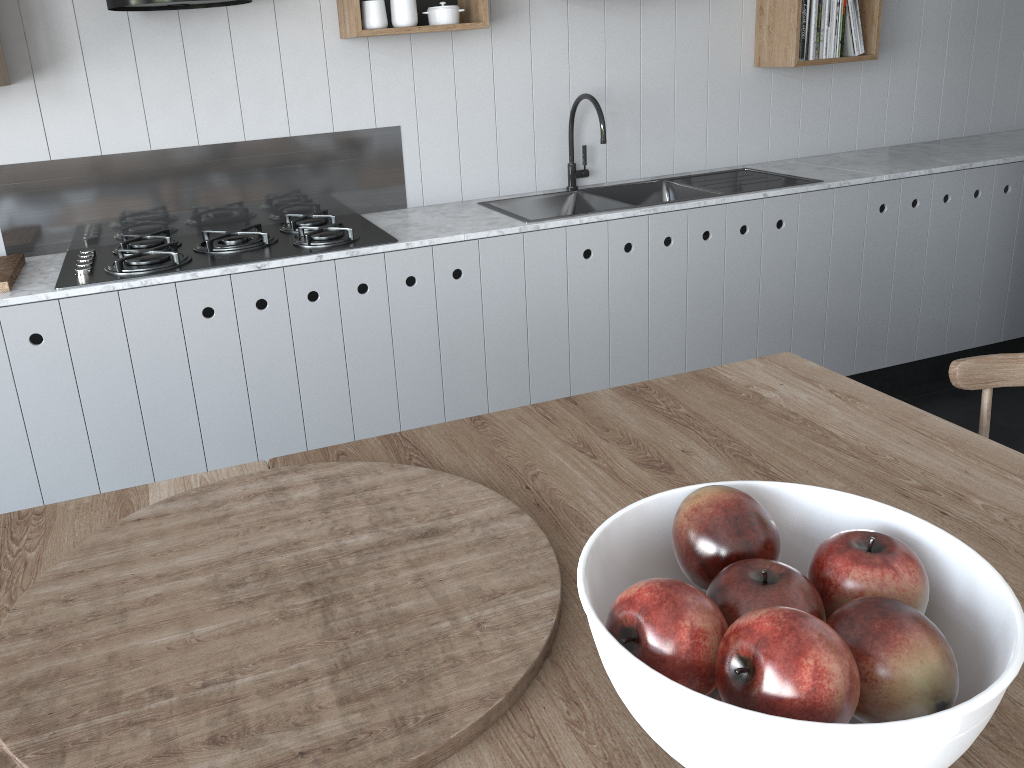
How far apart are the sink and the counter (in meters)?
0.04

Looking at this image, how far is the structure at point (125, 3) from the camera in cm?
238

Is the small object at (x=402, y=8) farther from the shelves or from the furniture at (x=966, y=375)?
the furniture at (x=966, y=375)

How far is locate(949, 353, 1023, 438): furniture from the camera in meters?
1.4

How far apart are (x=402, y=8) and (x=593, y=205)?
0.94m

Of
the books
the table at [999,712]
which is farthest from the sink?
the table at [999,712]

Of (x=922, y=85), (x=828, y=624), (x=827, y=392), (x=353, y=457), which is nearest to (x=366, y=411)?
(x=353, y=457)

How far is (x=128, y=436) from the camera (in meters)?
2.53

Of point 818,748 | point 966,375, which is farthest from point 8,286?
point 818,748

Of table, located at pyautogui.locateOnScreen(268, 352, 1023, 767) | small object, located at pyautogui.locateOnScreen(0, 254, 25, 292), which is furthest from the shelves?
table, located at pyautogui.locateOnScreen(268, 352, 1023, 767)
